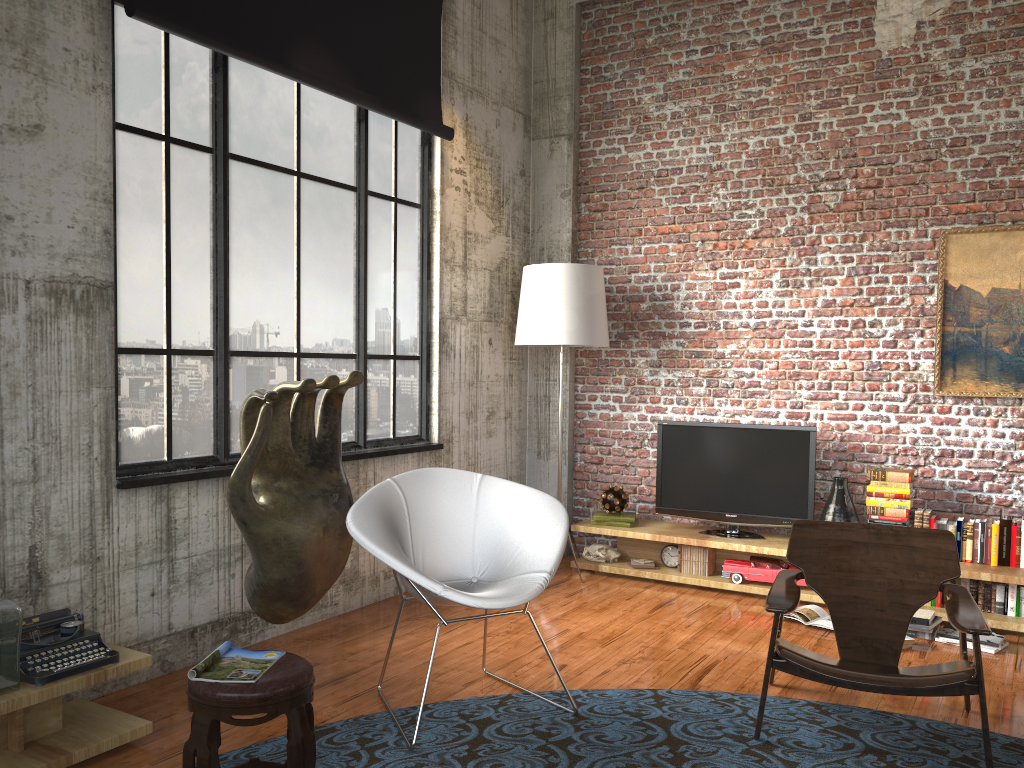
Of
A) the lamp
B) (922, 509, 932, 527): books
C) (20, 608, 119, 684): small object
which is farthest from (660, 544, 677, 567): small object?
(20, 608, 119, 684): small object

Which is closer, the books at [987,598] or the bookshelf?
the bookshelf

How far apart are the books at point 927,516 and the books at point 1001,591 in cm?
53

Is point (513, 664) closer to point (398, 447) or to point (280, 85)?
point (398, 447)

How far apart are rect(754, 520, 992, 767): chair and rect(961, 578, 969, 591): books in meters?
1.5 m

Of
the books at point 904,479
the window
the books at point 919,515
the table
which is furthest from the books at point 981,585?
the table

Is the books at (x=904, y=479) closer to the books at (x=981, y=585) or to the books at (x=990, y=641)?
the books at (x=981, y=585)

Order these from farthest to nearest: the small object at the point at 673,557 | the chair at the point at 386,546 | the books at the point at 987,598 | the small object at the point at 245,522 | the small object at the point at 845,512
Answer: the small object at the point at 673,557 < the small object at the point at 845,512 < the books at the point at 987,598 < the small object at the point at 245,522 < the chair at the point at 386,546

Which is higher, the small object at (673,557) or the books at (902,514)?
the books at (902,514)

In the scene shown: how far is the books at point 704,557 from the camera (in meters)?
6.11
